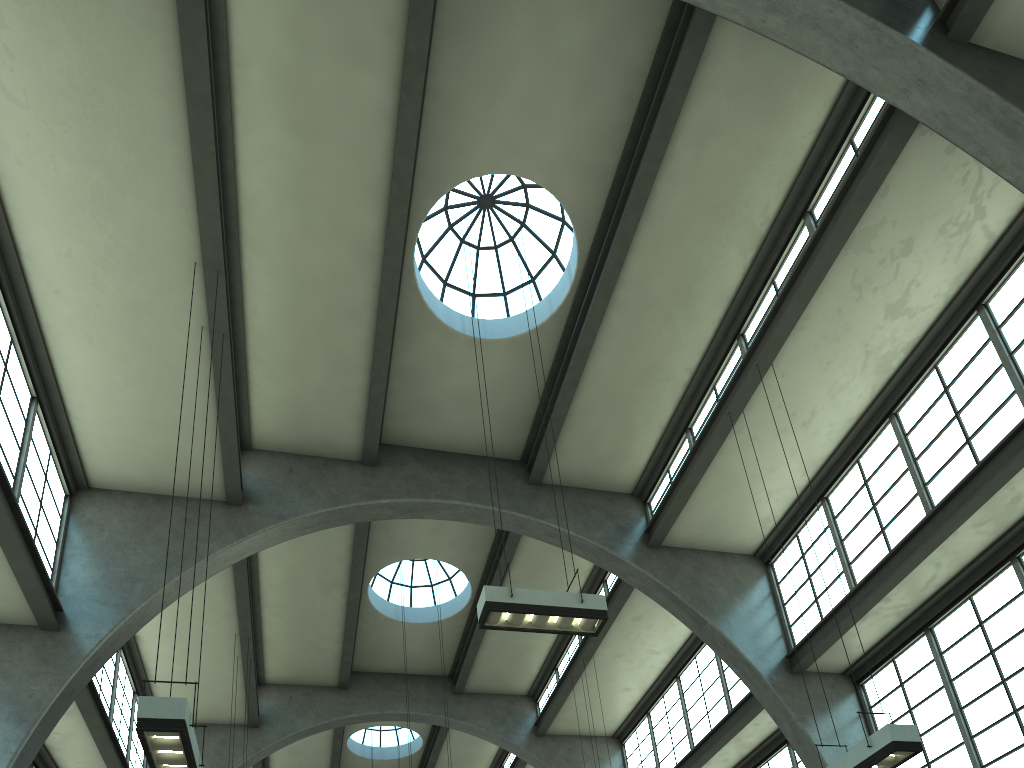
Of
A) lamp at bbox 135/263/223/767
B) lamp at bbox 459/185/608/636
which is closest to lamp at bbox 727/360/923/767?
lamp at bbox 459/185/608/636

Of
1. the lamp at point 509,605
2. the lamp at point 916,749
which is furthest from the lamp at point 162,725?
the lamp at point 916,749

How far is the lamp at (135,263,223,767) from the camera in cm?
657

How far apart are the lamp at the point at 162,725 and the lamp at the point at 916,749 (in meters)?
6.99

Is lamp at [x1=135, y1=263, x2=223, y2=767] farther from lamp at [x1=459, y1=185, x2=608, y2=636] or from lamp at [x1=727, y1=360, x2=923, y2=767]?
lamp at [x1=727, y1=360, x2=923, y2=767]

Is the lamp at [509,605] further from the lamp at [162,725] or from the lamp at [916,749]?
the lamp at [162,725]

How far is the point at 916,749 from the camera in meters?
8.4

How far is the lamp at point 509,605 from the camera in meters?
9.1 m

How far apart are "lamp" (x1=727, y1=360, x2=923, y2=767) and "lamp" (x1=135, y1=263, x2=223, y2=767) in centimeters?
699cm

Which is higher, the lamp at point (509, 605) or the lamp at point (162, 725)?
the lamp at point (509, 605)
